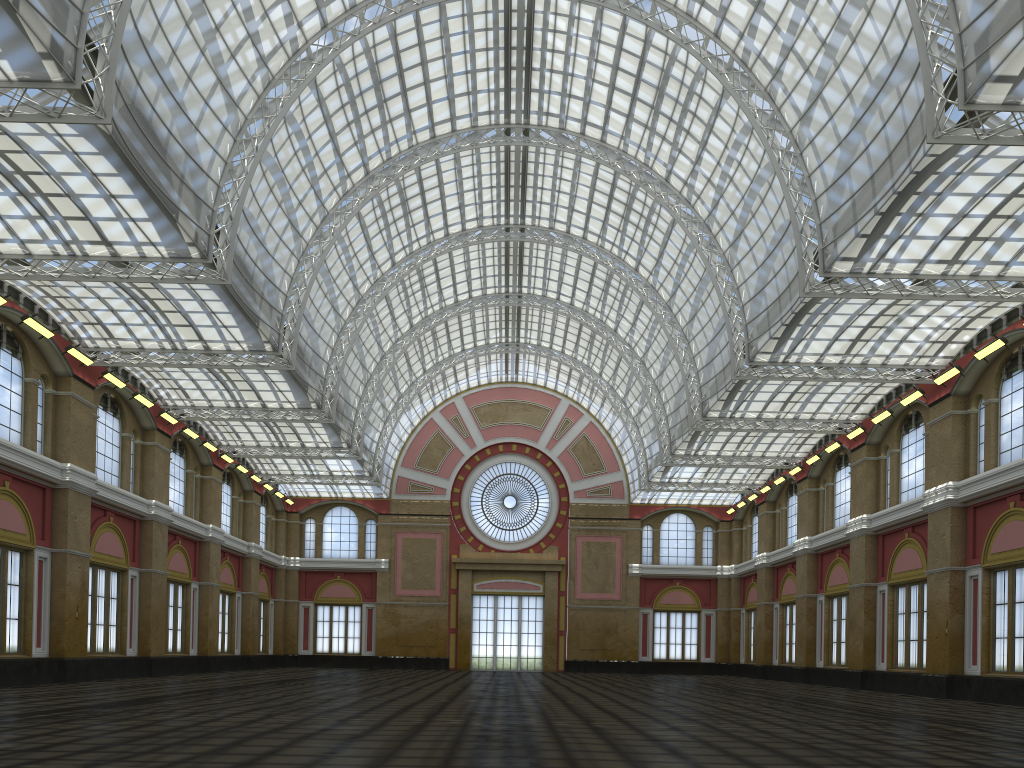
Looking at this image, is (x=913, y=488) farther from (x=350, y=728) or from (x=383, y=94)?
(x=350, y=728)
